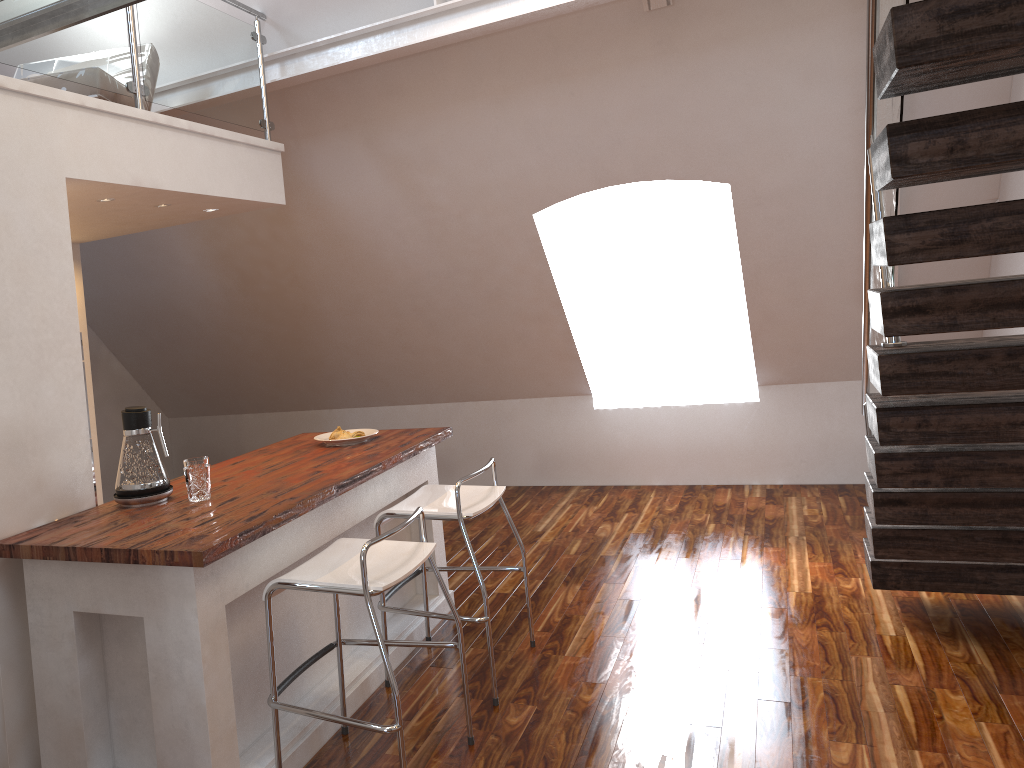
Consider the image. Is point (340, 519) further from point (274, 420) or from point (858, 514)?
point (274, 420)

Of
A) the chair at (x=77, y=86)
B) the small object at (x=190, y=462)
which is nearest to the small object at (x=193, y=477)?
the small object at (x=190, y=462)

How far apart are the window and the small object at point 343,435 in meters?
3.2 m

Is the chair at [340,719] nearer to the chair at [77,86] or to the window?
the chair at [77,86]

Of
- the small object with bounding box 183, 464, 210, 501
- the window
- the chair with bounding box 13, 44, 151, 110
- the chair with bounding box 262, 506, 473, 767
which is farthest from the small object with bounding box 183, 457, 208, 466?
the window

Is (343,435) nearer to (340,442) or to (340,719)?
(340,442)

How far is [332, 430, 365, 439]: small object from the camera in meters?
3.8 m

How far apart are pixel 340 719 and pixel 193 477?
0.9m

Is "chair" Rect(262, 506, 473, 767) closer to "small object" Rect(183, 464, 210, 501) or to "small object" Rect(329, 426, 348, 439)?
"small object" Rect(183, 464, 210, 501)

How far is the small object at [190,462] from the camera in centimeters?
297cm
